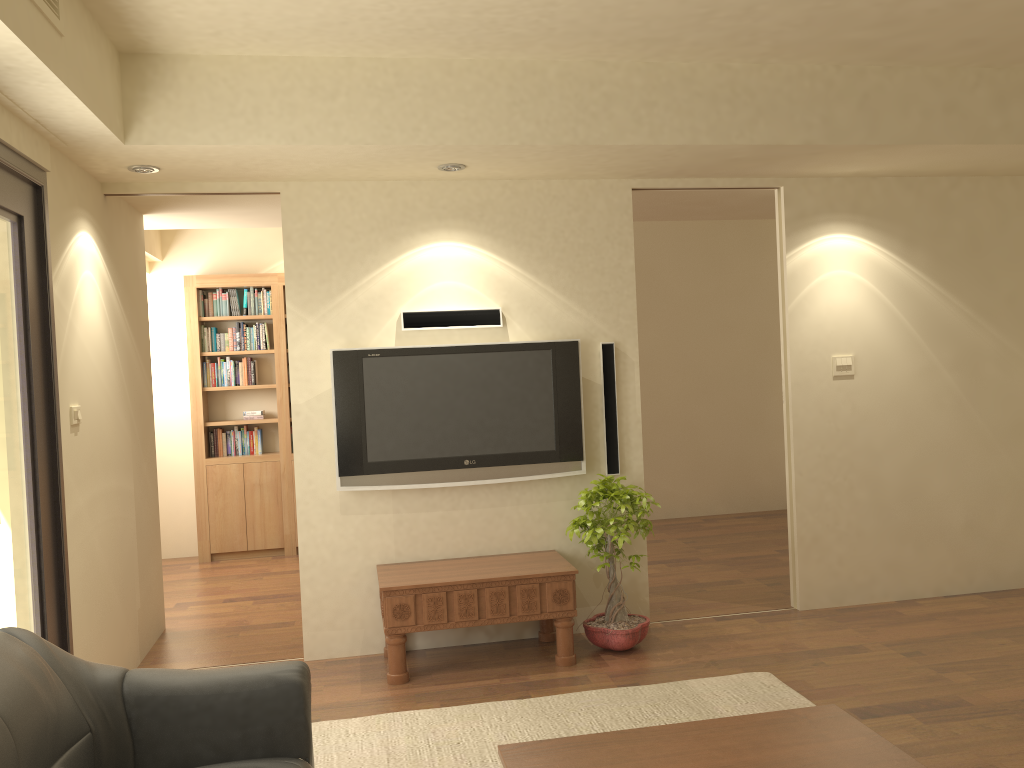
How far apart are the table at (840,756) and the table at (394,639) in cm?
193

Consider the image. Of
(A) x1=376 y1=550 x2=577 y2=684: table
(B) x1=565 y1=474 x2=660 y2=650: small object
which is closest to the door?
(A) x1=376 y1=550 x2=577 y2=684: table

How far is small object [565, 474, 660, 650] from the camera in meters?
4.6

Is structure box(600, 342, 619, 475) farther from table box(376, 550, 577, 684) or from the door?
the door

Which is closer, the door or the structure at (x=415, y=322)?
the door

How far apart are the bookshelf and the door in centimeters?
385cm

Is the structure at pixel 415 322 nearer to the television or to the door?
the television

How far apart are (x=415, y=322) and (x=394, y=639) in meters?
1.7 m

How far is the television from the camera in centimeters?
475cm

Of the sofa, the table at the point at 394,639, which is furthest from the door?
the table at the point at 394,639
